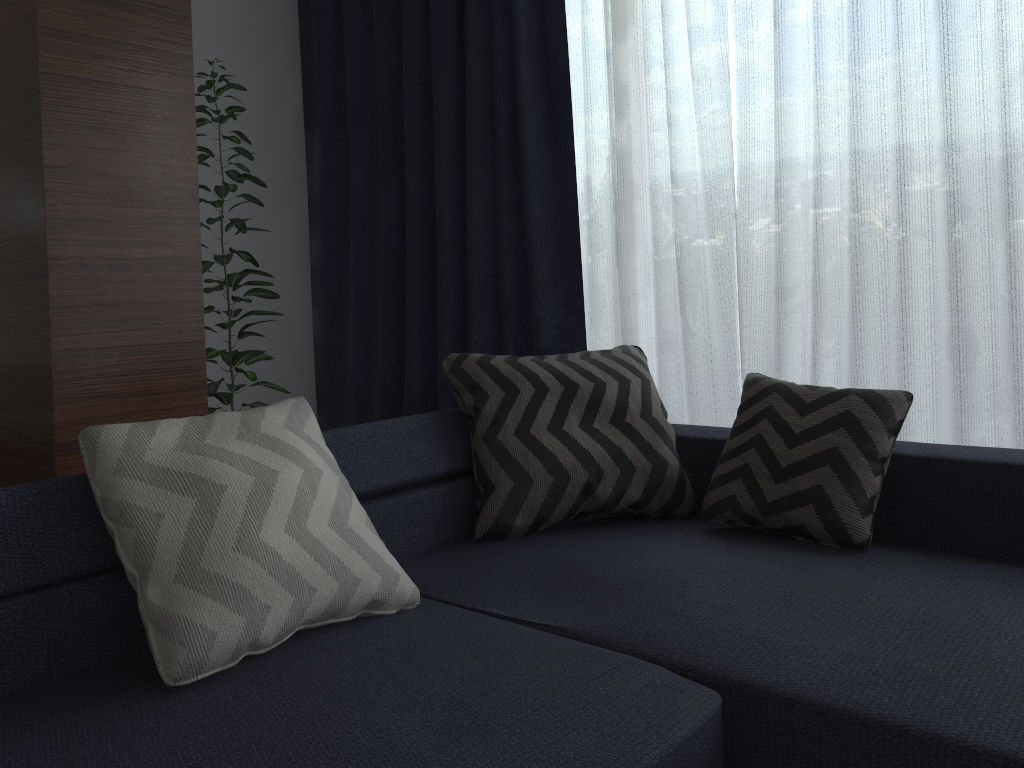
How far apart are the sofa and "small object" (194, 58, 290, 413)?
1.25m

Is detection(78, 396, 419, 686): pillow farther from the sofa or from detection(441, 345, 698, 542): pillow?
detection(441, 345, 698, 542): pillow

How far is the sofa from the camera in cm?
120

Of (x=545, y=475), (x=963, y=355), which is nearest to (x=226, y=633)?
(x=545, y=475)

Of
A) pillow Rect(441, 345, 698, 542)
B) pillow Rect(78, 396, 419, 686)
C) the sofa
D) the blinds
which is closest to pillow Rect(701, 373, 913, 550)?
the sofa

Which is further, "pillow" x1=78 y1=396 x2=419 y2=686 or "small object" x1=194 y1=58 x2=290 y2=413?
"small object" x1=194 y1=58 x2=290 y2=413

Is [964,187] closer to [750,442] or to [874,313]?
[874,313]

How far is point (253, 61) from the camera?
4.0m

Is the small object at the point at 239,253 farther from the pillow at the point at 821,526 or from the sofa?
the pillow at the point at 821,526

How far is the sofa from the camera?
1.2m
